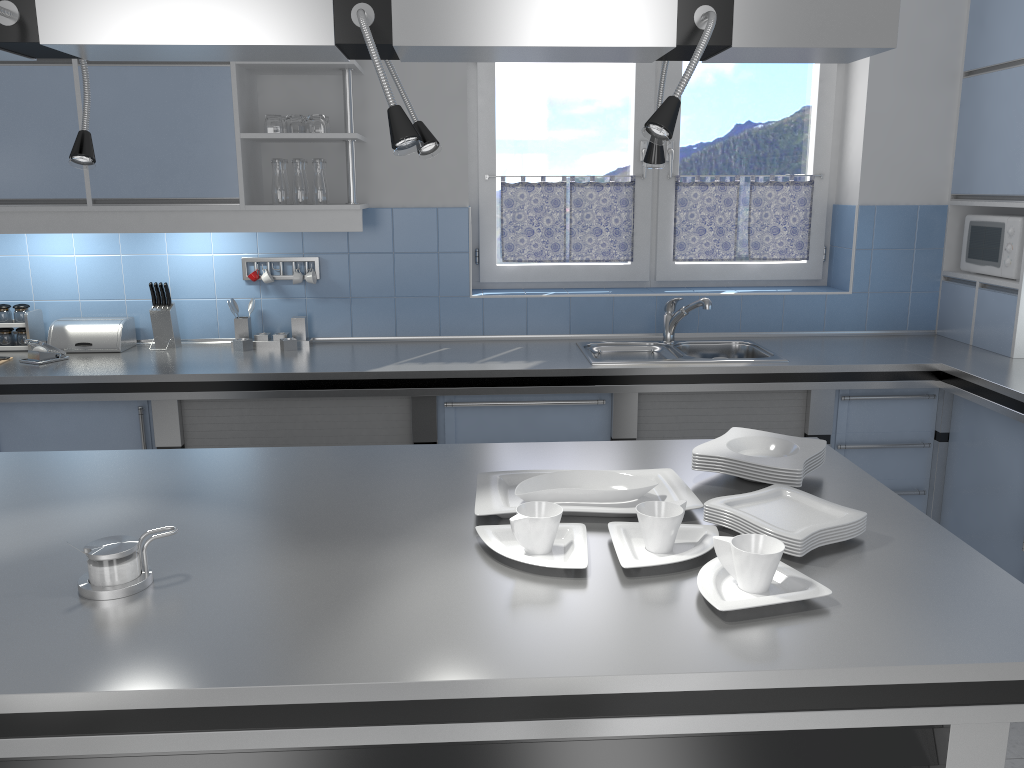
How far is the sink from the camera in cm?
359

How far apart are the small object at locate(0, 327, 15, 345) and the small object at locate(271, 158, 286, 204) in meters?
1.3

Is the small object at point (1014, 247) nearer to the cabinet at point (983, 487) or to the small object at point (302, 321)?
the cabinet at point (983, 487)

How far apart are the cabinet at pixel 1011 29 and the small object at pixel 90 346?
3.7m

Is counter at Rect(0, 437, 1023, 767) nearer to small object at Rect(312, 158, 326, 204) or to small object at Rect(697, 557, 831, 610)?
small object at Rect(697, 557, 831, 610)

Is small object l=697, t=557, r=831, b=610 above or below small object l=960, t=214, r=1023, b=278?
below

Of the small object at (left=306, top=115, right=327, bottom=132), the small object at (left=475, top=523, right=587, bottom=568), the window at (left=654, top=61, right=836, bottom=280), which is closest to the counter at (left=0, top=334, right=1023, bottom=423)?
the window at (left=654, top=61, right=836, bottom=280)

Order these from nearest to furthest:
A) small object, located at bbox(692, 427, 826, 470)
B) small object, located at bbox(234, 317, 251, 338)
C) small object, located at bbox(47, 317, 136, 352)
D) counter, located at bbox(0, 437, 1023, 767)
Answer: counter, located at bbox(0, 437, 1023, 767) < small object, located at bbox(692, 427, 826, 470) < small object, located at bbox(47, 317, 136, 352) < small object, located at bbox(234, 317, 251, 338)

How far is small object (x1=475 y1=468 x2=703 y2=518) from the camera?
1.9m

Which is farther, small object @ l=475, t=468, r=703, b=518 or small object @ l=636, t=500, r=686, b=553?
small object @ l=475, t=468, r=703, b=518
